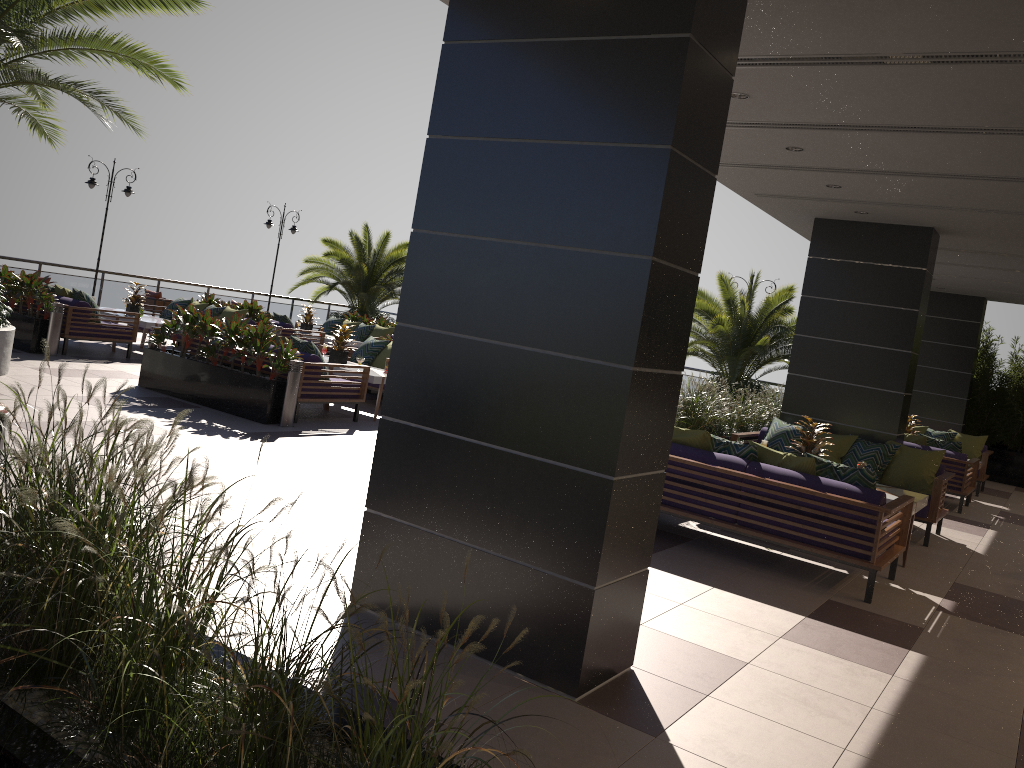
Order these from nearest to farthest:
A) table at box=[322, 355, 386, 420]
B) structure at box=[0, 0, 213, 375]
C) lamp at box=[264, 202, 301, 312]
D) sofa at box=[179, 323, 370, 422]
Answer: structure at box=[0, 0, 213, 375] → sofa at box=[179, 323, 370, 422] → table at box=[322, 355, 386, 420] → lamp at box=[264, 202, 301, 312]

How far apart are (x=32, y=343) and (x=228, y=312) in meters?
3.4 m

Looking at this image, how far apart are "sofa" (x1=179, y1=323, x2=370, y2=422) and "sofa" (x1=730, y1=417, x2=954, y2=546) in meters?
4.3 m

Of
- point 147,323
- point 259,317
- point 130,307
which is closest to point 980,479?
point 259,317

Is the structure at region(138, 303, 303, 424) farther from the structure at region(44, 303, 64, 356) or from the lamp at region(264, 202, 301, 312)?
the lamp at region(264, 202, 301, 312)

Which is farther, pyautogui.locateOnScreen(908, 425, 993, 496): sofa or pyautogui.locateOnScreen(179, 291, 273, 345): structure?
pyautogui.locateOnScreen(179, 291, 273, 345): structure

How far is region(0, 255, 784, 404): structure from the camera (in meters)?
17.40

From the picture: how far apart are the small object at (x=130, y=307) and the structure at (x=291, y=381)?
5.82m

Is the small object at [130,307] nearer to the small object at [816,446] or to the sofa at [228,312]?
the sofa at [228,312]

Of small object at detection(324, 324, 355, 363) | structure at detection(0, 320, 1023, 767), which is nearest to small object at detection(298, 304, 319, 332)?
small object at detection(324, 324, 355, 363)
